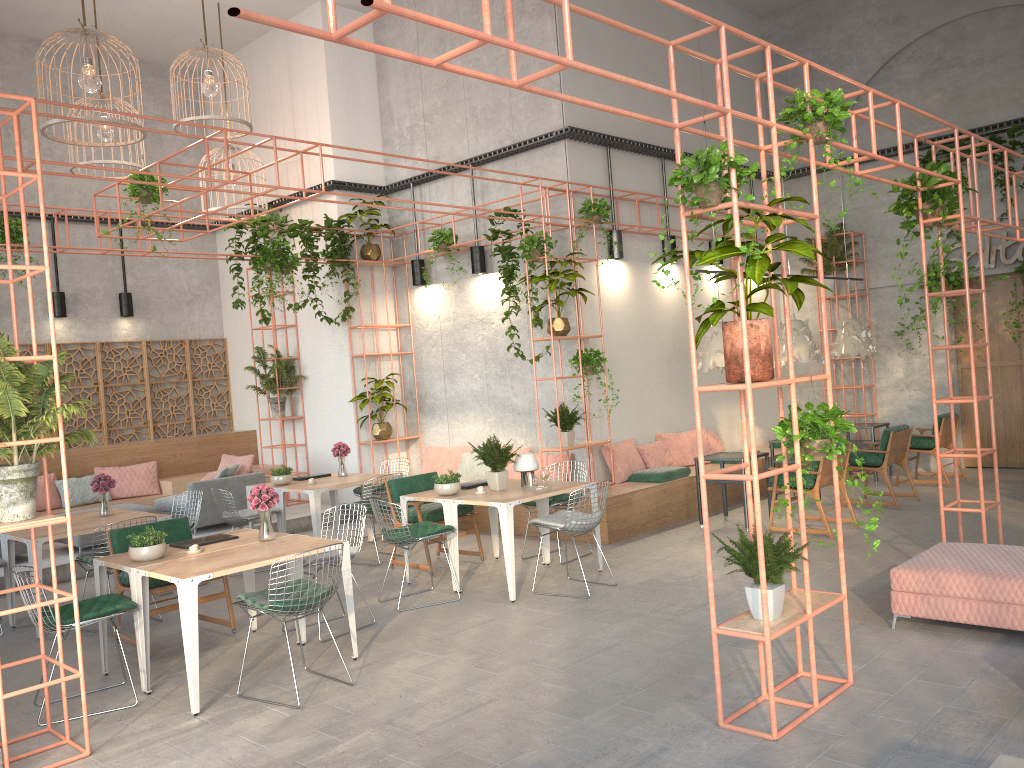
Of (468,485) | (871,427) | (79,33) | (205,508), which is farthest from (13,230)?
(871,427)

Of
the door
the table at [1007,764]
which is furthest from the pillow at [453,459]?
the table at [1007,764]

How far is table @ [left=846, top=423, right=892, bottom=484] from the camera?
12.09m

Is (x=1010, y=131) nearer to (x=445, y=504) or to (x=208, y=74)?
(x=445, y=504)

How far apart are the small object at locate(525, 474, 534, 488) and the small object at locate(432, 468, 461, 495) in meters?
0.6

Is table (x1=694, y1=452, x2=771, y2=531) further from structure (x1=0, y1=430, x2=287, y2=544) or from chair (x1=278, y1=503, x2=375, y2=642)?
structure (x1=0, y1=430, x2=287, y2=544)

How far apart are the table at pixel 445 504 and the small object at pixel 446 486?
0.05m

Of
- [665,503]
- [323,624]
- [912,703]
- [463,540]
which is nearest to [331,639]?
[323,624]

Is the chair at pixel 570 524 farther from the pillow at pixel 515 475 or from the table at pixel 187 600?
the pillow at pixel 515 475

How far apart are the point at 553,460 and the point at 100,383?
7.2m
